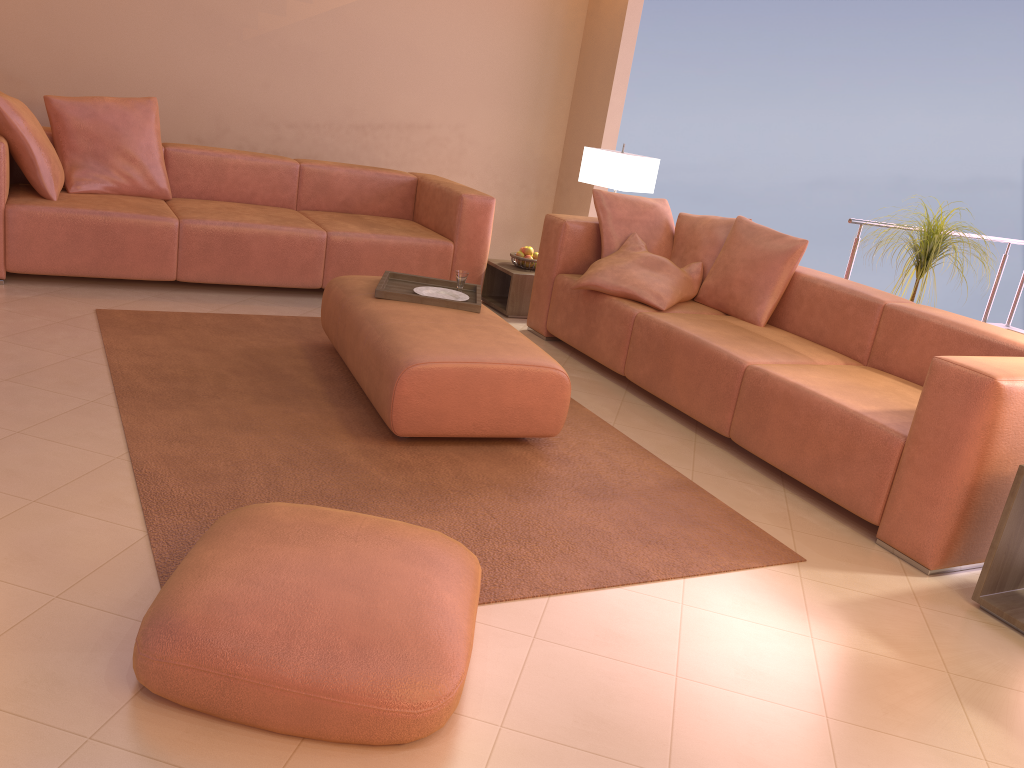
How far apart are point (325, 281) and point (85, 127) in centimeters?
143cm

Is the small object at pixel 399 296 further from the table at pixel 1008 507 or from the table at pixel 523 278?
the table at pixel 1008 507

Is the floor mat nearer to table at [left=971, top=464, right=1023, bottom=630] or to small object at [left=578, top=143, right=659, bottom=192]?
table at [left=971, top=464, right=1023, bottom=630]

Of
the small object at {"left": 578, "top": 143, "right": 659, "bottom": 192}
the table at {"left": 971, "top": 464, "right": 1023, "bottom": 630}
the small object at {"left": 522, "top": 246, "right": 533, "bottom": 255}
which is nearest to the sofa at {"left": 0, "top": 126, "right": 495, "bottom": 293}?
the small object at {"left": 522, "top": 246, "right": 533, "bottom": 255}

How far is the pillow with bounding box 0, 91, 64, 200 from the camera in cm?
409

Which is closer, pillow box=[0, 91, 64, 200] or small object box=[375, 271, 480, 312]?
small object box=[375, 271, 480, 312]

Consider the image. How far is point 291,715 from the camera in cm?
162

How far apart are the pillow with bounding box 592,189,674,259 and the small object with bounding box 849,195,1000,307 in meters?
1.2 m

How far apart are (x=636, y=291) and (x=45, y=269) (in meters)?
2.81

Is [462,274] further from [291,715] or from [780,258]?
[291,715]
